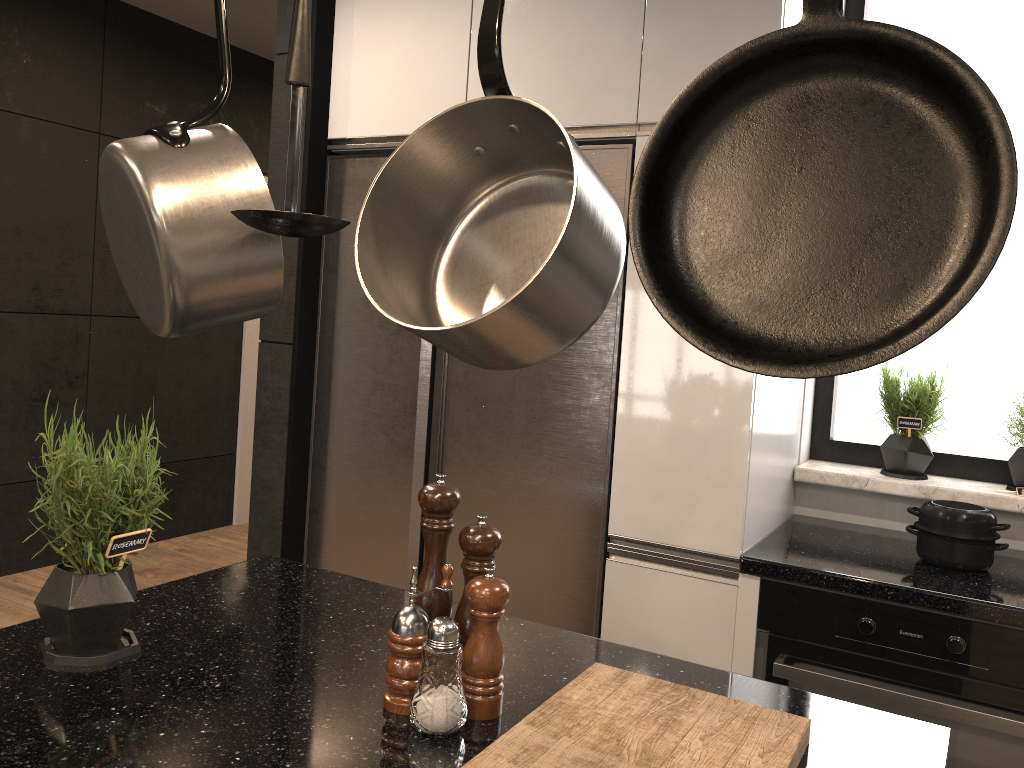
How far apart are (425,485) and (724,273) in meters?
0.7

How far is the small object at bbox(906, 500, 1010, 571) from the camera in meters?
2.1

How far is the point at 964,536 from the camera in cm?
209

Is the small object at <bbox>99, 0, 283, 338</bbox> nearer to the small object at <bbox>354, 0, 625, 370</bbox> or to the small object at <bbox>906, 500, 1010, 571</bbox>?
the small object at <bbox>354, 0, 625, 370</bbox>

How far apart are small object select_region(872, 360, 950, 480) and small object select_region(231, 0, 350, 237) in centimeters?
208cm

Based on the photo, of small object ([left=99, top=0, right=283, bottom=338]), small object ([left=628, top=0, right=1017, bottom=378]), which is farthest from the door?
small object ([left=628, top=0, right=1017, bottom=378])

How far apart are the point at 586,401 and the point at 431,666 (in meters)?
1.32

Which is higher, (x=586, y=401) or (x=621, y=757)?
(x=586, y=401)

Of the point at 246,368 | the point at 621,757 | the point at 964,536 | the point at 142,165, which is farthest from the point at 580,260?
the point at 246,368

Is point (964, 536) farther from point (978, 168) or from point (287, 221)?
point (287, 221)
